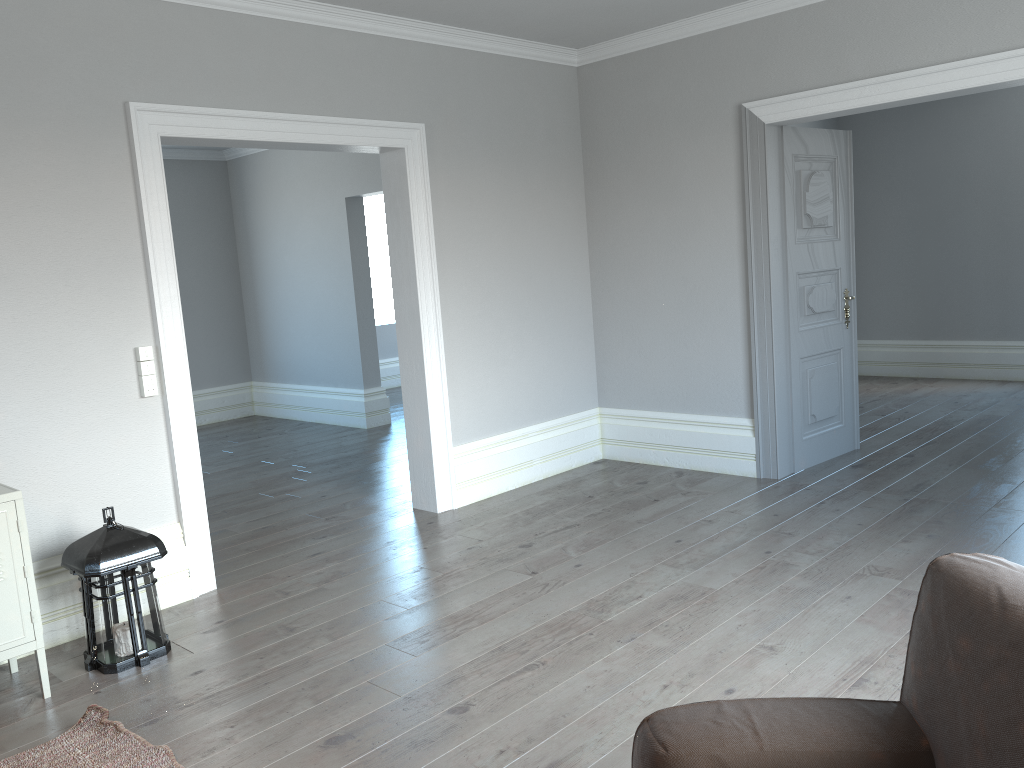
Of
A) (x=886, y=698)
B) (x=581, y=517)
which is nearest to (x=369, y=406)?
(x=581, y=517)

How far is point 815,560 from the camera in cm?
392

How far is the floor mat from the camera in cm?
265

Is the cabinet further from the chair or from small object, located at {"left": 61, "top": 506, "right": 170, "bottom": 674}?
the chair

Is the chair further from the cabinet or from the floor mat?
the cabinet

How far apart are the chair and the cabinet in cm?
237

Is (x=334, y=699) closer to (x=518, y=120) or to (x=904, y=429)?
(x=518, y=120)

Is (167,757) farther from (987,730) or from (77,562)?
(987,730)

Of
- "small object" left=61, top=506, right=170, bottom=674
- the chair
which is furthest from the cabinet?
the chair

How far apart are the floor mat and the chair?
1.6 meters
